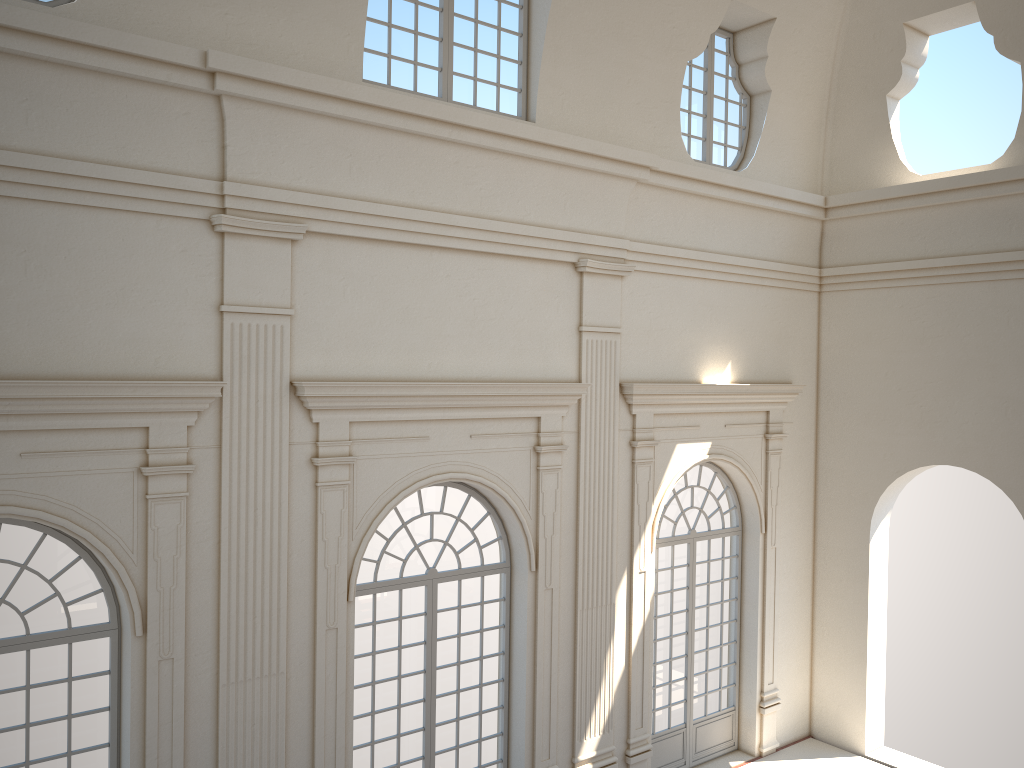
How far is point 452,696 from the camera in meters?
10.1

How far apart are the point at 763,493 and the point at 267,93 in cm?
863
